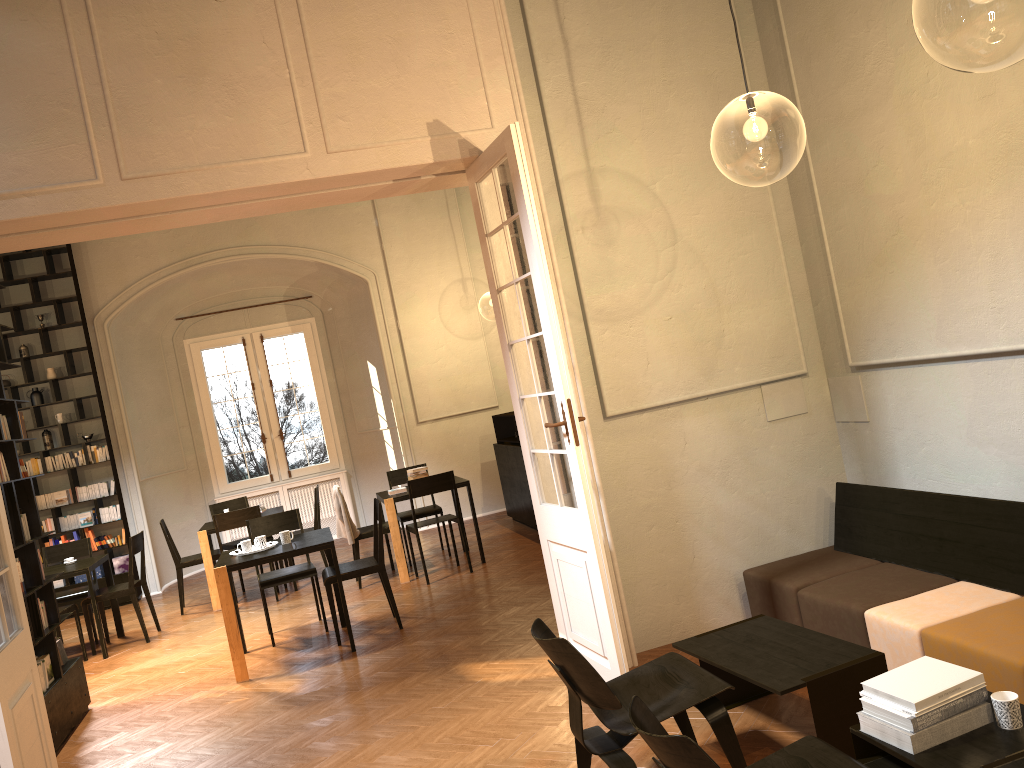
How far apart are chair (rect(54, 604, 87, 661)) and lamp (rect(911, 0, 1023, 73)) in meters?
8.8 m

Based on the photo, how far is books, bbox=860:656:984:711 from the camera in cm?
297

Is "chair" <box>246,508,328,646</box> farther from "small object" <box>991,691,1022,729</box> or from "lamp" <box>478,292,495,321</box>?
"lamp" <box>478,292,495,321</box>

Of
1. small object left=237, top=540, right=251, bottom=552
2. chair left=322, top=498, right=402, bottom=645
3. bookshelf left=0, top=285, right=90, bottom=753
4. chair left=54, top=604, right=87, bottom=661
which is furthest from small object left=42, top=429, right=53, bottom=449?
chair left=322, top=498, right=402, bottom=645

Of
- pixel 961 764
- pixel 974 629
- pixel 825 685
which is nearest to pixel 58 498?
pixel 825 685

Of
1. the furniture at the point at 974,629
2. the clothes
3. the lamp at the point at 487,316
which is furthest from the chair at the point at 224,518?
the lamp at the point at 487,316

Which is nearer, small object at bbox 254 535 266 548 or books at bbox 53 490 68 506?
small object at bbox 254 535 266 548

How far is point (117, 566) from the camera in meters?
11.4 m

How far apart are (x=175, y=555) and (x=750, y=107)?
7.7 meters

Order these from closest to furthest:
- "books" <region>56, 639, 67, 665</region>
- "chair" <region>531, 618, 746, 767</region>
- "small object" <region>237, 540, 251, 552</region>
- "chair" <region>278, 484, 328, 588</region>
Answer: "chair" <region>531, 618, 746, 767</region>
"books" <region>56, 639, 67, 665</region>
"small object" <region>237, 540, 251, 552</region>
"chair" <region>278, 484, 328, 588</region>
